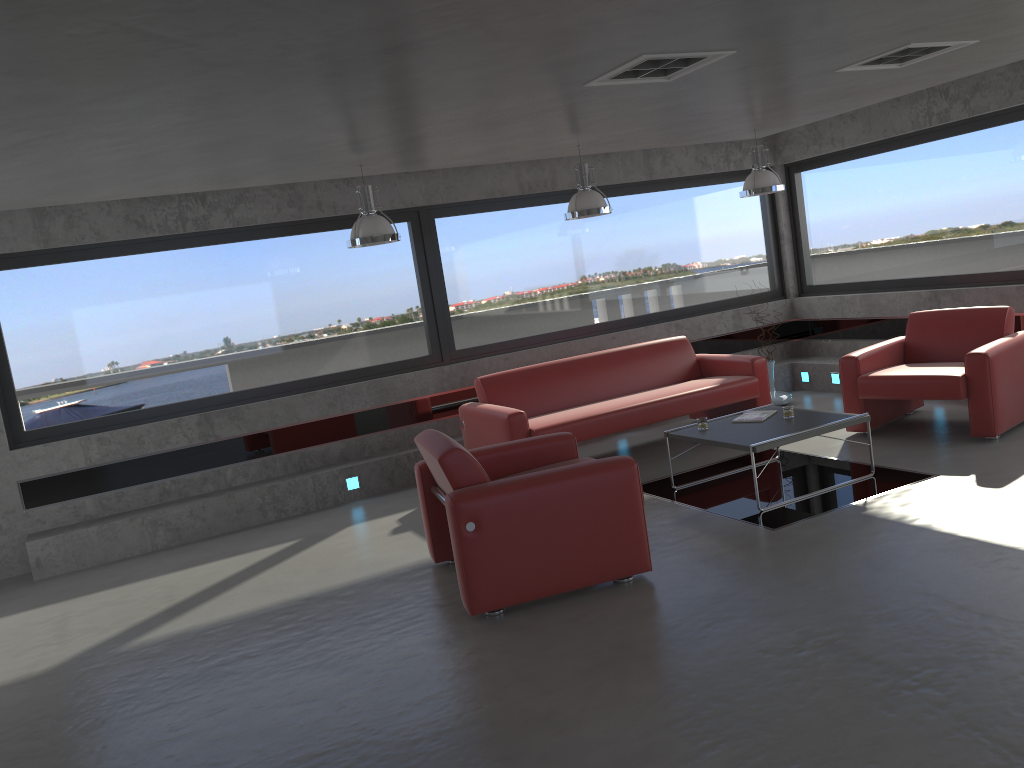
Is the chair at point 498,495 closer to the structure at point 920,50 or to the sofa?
the sofa

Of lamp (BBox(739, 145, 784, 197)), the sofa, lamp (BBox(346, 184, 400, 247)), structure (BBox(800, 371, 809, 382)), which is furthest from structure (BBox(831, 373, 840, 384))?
lamp (BBox(346, 184, 400, 247))

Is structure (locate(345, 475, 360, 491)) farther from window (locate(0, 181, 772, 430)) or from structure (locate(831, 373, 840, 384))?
structure (locate(831, 373, 840, 384))

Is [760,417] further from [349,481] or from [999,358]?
[349,481]

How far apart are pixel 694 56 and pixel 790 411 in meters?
2.8

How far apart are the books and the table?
0.06m

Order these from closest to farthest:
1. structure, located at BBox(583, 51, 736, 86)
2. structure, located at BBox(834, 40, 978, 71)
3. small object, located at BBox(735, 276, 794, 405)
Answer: structure, located at BBox(583, 51, 736, 86)
structure, located at BBox(834, 40, 978, 71)
small object, located at BBox(735, 276, 794, 405)

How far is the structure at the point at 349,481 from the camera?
7.7 meters

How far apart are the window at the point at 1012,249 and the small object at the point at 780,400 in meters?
1.5

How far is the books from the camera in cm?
639
